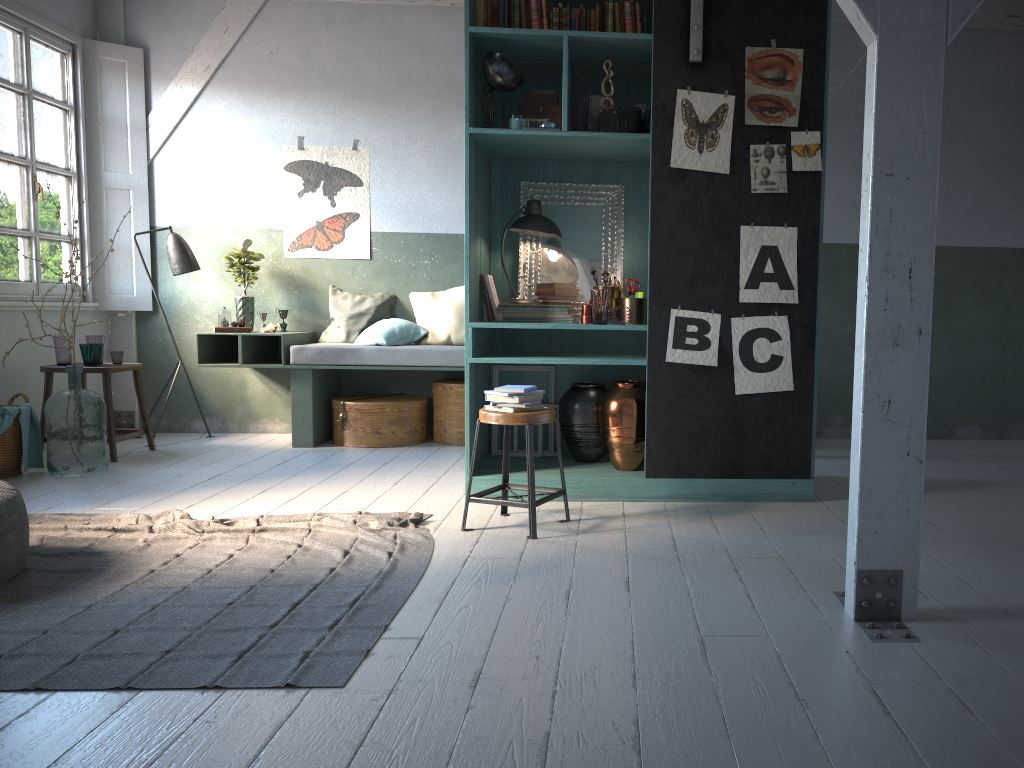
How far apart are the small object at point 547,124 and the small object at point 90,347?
4.1m

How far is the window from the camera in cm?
697

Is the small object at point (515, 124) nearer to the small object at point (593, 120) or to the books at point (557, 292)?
the small object at point (593, 120)

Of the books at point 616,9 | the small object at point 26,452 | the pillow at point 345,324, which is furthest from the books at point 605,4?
the small object at point 26,452

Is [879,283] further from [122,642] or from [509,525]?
[122,642]

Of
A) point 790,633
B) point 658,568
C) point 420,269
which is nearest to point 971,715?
point 790,633

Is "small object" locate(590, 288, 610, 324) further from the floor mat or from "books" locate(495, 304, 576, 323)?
the floor mat

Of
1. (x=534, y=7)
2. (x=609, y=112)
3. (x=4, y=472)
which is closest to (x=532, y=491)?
(x=609, y=112)

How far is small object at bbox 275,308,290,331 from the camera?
8.1m

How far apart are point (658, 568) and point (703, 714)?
1.44m
